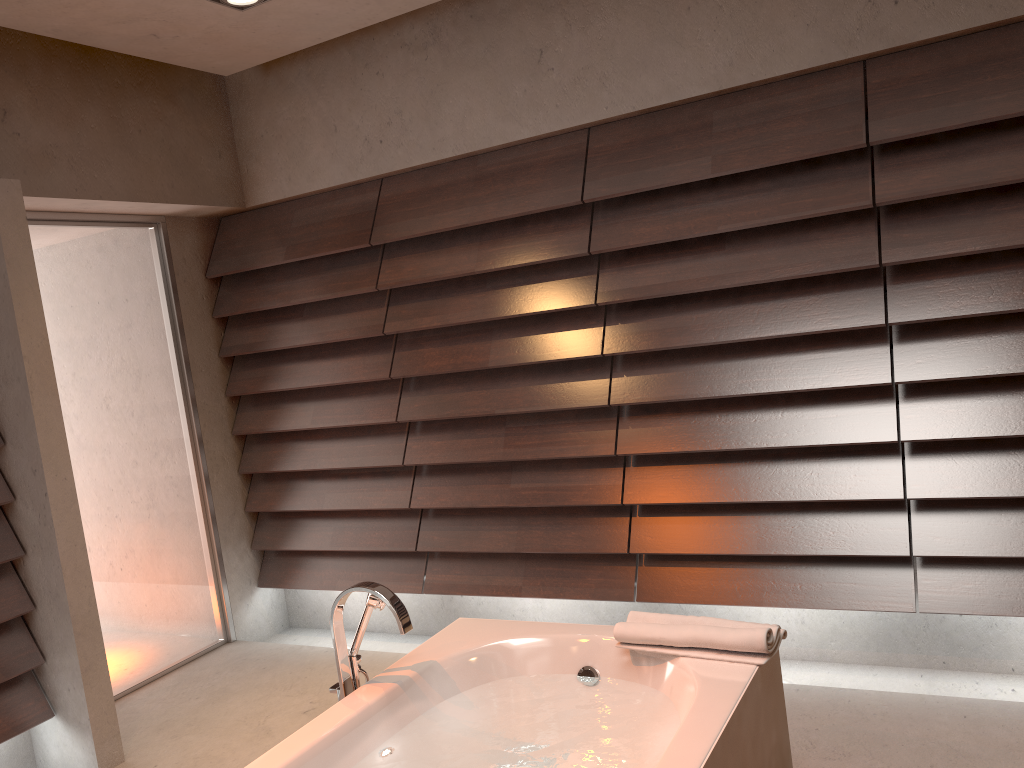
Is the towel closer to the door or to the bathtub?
the bathtub

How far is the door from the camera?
3.6m

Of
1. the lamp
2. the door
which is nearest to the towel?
the lamp

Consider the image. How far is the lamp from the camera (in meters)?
2.97

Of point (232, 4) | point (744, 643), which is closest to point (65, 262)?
point (232, 4)

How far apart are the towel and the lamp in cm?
233

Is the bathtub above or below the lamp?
below

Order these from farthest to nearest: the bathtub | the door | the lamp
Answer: the door, the lamp, the bathtub

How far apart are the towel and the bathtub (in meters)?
0.02

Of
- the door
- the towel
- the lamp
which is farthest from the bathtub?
the lamp
